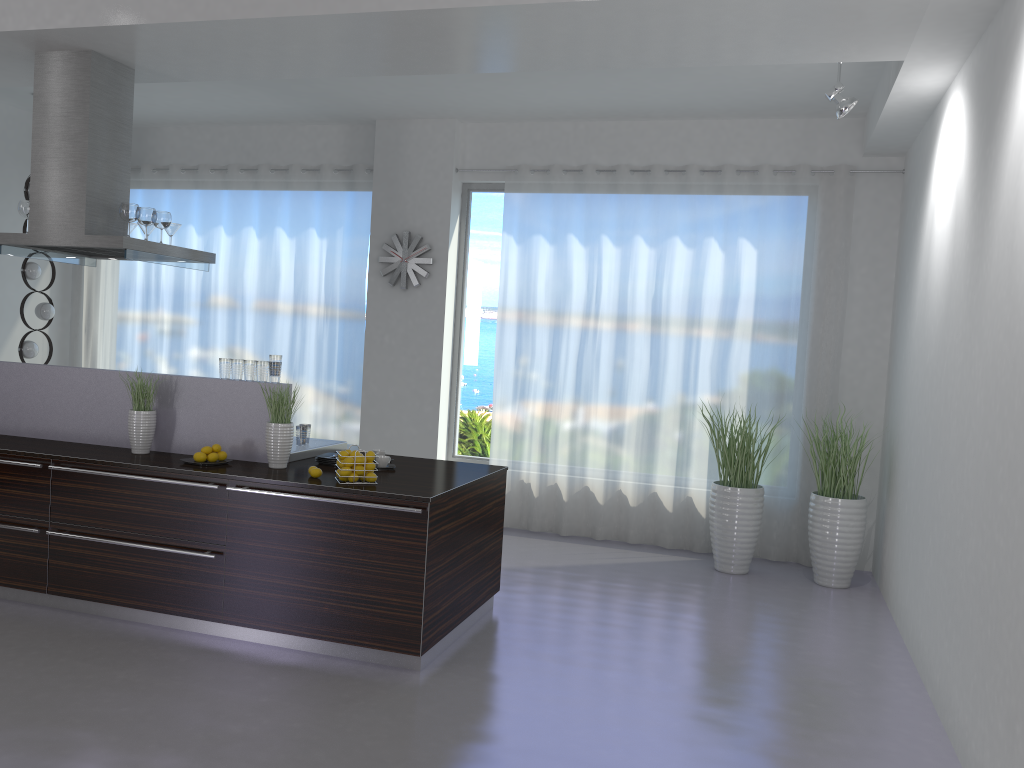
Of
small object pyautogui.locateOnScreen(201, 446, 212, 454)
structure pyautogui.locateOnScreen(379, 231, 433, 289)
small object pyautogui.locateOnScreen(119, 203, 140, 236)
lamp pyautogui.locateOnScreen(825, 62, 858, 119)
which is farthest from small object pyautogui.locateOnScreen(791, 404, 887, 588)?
small object pyautogui.locateOnScreen(119, 203, 140, 236)

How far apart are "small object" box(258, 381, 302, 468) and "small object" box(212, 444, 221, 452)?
0.3 meters

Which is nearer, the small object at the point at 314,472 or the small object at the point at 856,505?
the small object at the point at 314,472

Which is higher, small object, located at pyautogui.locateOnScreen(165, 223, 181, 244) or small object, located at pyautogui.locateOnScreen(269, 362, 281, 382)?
small object, located at pyautogui.locateOnScreen(165, 223, 181, 244)

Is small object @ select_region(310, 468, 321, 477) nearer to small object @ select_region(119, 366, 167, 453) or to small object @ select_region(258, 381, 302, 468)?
small object @ select_region(258, 381, 302, 468)

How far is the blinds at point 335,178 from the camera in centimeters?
803cm

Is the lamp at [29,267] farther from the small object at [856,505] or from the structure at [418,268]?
the small object at [856,505]

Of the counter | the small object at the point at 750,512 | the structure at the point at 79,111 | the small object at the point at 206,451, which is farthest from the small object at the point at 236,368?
the small object at the point at 750,512

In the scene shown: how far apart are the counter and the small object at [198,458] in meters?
0.1 m

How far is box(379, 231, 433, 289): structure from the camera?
7.69m
